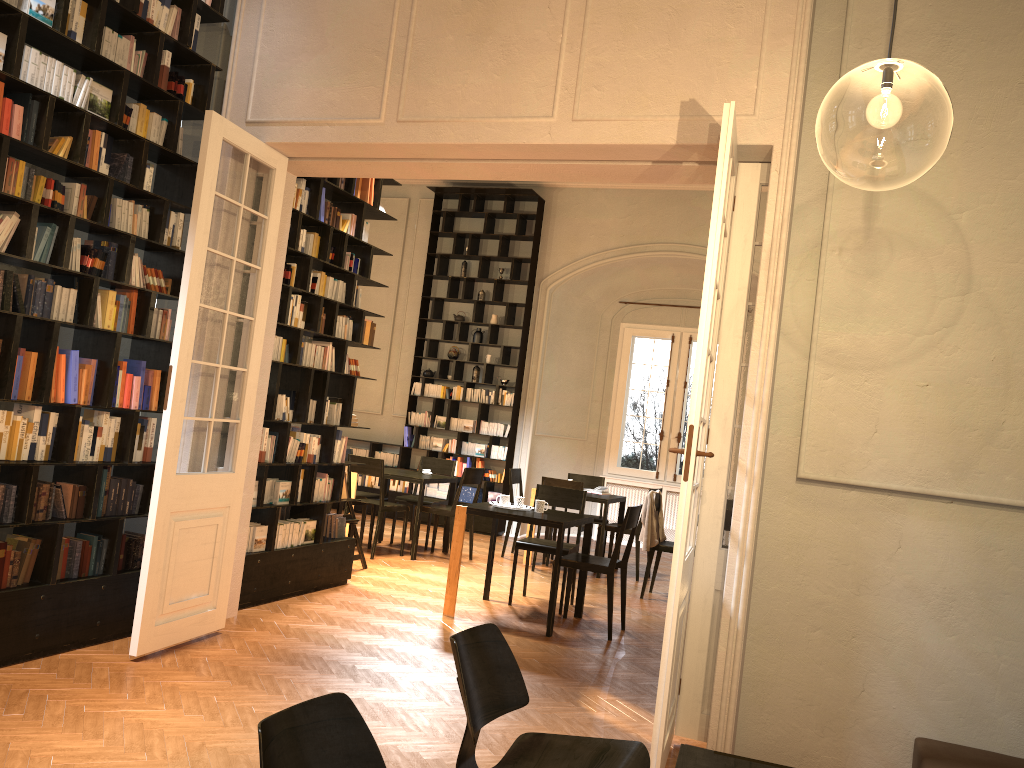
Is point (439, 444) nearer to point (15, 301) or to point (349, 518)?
point (349, 518)

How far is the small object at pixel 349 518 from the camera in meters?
8.5 m

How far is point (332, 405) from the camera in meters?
7.6

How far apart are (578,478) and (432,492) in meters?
2.5

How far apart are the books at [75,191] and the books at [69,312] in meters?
0.4 m

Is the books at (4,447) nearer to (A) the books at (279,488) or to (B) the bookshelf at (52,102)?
(B) the bookshelf at (52,102)

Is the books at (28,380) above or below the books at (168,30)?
below

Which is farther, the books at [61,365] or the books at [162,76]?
the books at [162,76]

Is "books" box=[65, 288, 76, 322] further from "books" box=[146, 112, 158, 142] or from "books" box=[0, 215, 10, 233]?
"books" box=[146, 112, 158, 142]

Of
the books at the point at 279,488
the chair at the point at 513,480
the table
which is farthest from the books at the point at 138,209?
the chair at the point at 513,480
